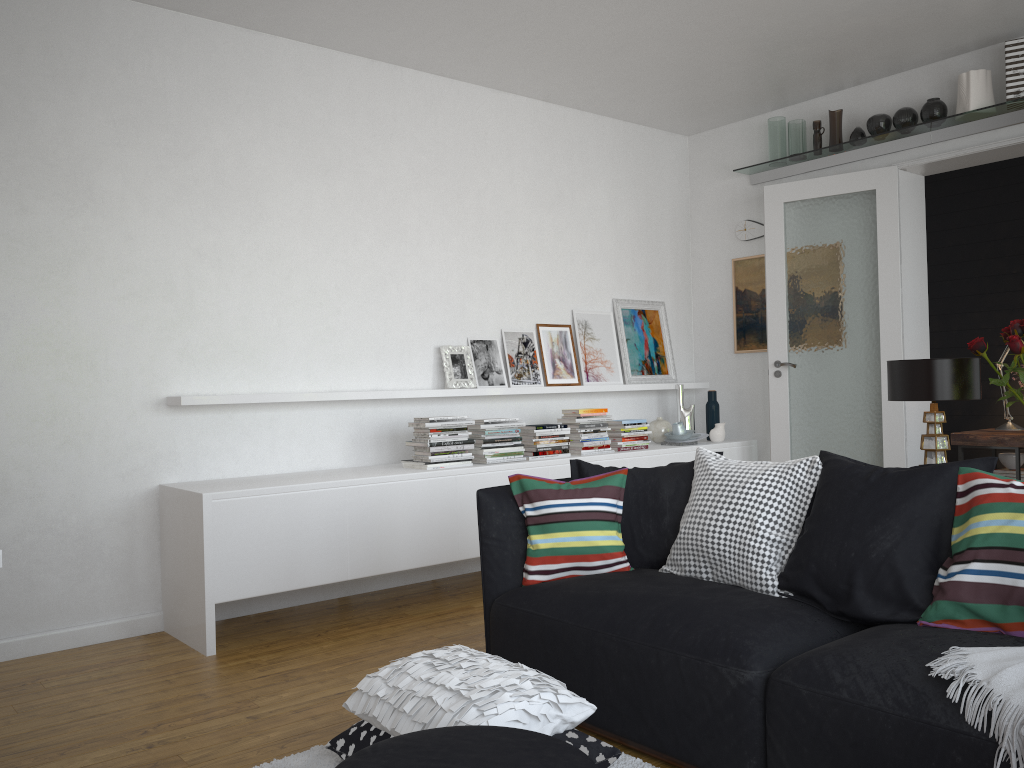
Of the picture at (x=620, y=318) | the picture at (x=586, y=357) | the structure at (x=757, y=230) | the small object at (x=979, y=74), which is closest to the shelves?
the small object at (x=979, y=74)

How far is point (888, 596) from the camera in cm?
257

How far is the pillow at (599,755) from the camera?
2.5 meters

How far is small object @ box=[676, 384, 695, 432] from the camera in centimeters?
644cm

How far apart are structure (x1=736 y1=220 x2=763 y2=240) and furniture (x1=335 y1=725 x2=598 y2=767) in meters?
5.1 m

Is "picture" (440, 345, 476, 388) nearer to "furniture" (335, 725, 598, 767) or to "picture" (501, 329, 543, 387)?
"picture" (501, 329, 543, 387)

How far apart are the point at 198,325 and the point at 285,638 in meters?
1.6 m

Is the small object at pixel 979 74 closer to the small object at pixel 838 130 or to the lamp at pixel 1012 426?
the small object at pixel 838 130

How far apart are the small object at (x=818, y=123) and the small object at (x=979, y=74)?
0.92m

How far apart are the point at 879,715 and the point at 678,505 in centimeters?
130cm
